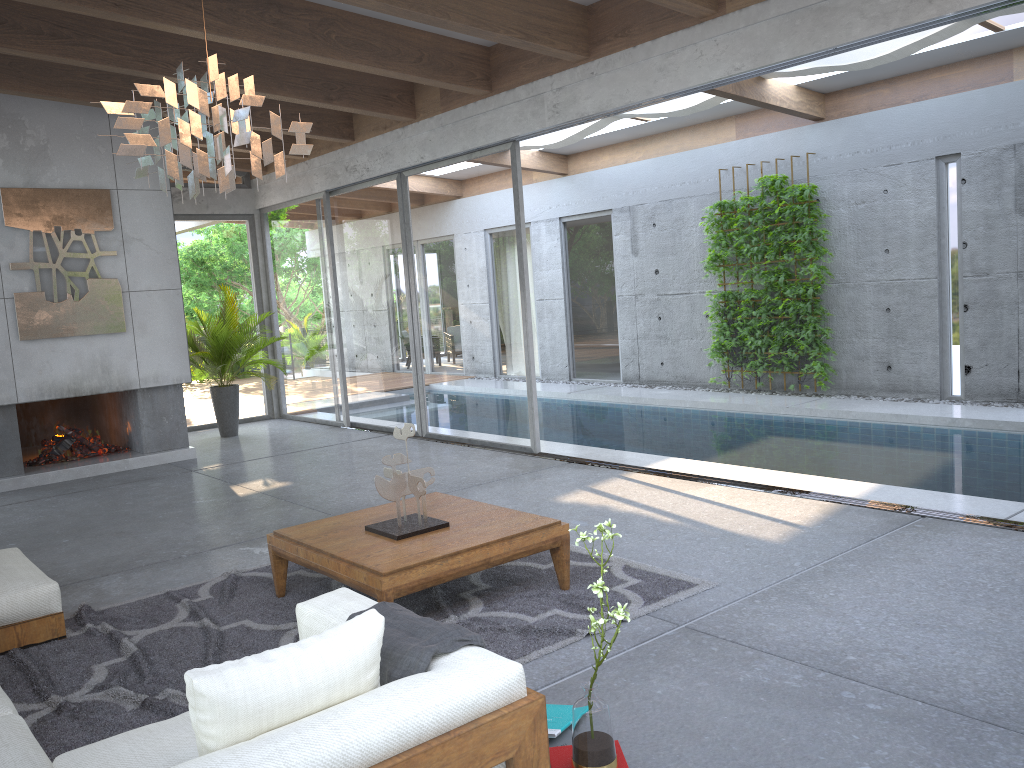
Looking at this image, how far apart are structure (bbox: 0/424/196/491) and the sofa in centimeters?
375cm

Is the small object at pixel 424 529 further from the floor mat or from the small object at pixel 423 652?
the small object at pixel 423 652

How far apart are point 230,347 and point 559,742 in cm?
811

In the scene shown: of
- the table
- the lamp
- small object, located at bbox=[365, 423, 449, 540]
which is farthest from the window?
the lamp

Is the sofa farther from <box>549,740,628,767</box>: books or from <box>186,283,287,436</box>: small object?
<box>186,283,287,436</box>: small object

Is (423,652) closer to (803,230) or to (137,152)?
(137,152)

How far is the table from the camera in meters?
3.7

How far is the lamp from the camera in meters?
3.3

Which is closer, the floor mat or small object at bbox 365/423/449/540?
the floor mat

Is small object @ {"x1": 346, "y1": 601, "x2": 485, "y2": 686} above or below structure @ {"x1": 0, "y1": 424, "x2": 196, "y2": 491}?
above
